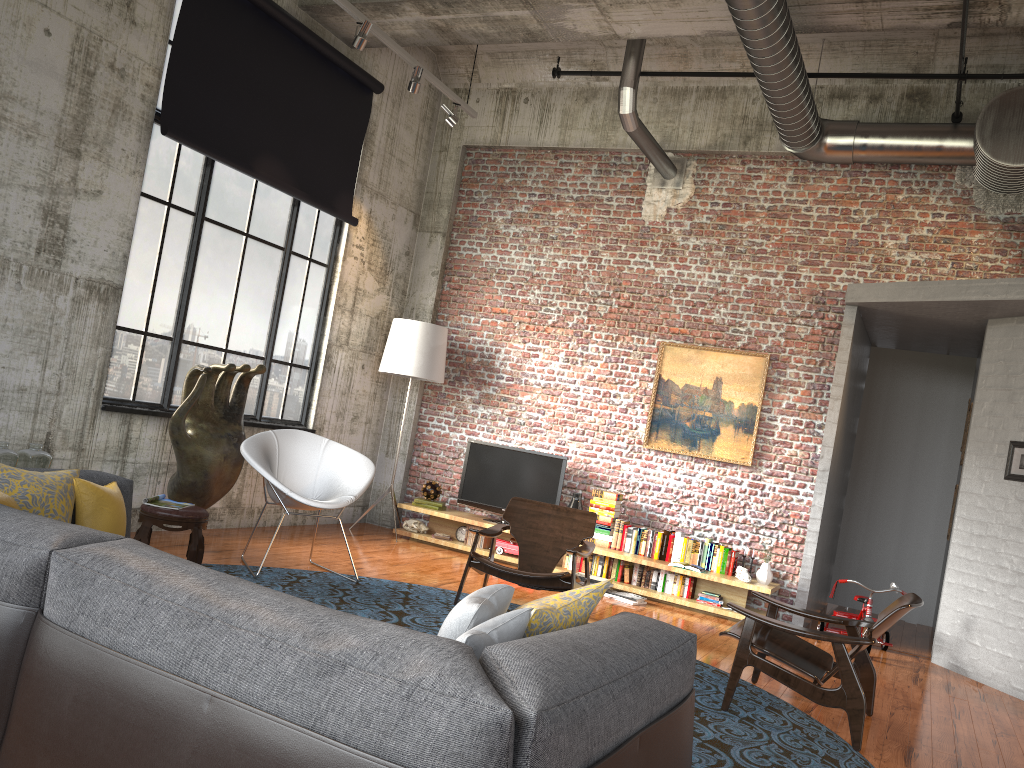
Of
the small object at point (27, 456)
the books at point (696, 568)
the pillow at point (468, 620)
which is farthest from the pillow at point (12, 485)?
the books at point (696, 568)

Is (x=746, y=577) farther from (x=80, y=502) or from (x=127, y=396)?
(x=80, y=502)

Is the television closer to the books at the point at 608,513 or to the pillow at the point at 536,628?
the books at the point at 608,513

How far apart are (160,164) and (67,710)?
5.7m

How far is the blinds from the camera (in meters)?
6.94

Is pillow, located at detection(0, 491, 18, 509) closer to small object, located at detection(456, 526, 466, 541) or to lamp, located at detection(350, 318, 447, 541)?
lamp, located at detection(350, 318, 447, 541)

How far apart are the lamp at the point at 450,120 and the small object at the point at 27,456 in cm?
474

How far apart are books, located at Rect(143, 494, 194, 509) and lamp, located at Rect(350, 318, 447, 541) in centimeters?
351cm

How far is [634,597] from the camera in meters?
7.8

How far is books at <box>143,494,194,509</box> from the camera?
5.6 meters
